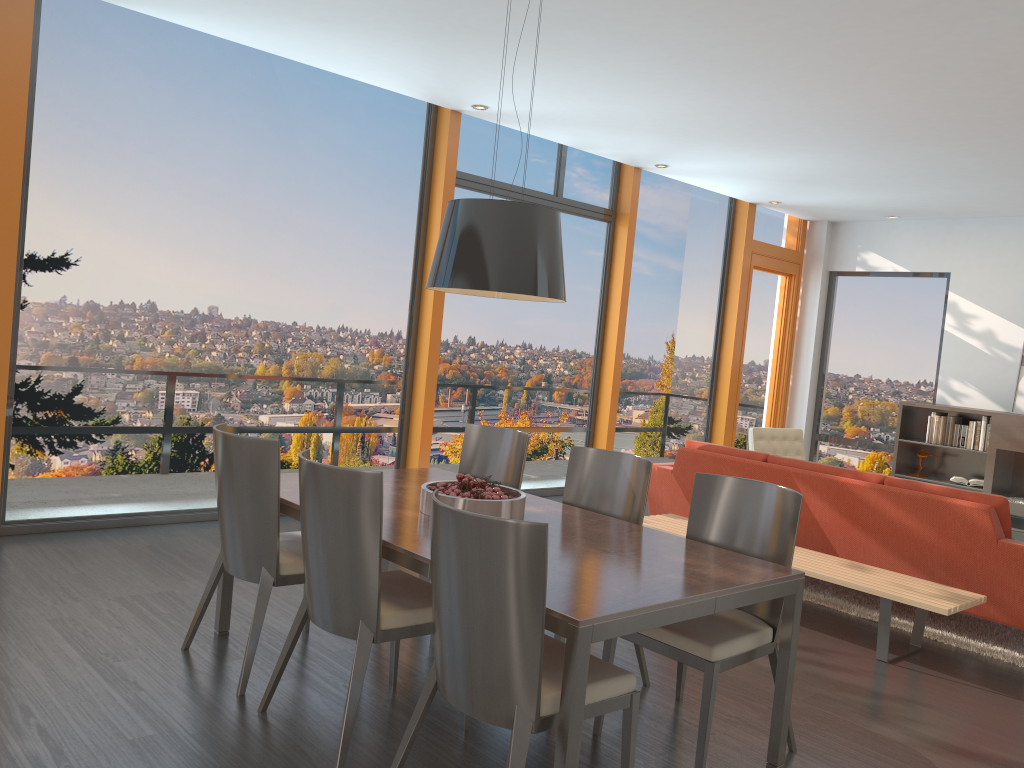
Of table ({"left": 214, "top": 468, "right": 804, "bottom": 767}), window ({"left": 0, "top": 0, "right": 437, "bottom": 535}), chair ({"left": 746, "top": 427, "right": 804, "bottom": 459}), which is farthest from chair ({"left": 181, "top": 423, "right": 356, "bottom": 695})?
chair ({"left": 746, "top": 427, "right": 804, "bottom": 459})

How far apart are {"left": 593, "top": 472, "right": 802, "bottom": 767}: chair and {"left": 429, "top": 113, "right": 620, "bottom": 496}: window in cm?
394

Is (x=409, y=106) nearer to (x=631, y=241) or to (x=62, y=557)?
(x=631, y=241)

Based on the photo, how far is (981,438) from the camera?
8.6m

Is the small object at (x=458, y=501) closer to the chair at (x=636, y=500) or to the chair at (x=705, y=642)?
the chair at (x=636, y=500)

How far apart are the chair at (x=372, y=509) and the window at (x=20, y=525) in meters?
2.9

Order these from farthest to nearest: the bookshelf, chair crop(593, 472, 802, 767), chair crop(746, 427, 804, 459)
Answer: the bookshelf
chair crop(746, 427, 804, 459)
chair crop(593, 472, 802, 767)

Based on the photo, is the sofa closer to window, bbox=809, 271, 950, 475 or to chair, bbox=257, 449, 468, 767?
chair, bbox=257, 449, 468, 767

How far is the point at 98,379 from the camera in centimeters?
549cm

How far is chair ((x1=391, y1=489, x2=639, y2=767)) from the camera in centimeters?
233cm
